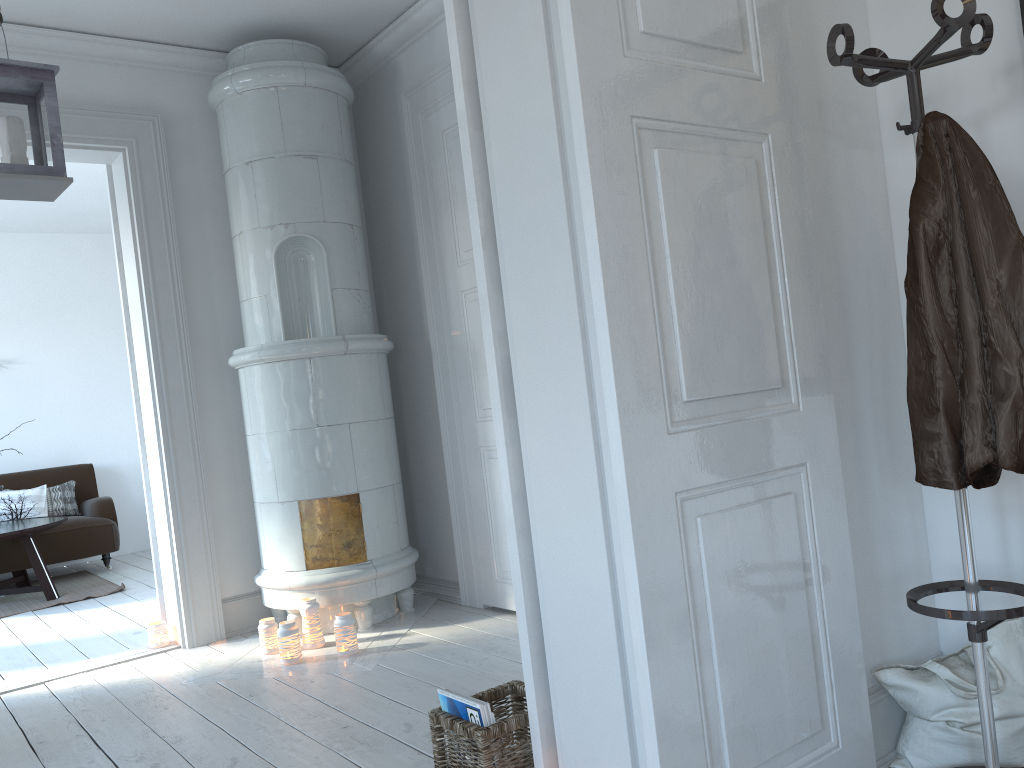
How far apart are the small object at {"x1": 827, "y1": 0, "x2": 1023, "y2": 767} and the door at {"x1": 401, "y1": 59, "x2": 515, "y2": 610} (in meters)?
2.24

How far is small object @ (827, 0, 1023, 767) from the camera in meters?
1.7 m

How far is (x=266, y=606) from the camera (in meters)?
4.09

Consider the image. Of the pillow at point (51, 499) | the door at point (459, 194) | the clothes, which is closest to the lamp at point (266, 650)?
the door at point (459, 194)

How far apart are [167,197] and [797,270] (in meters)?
3.22

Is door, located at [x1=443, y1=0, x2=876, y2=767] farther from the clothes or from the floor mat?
the floor mat

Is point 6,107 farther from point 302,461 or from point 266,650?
point 266,650

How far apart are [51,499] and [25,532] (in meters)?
1.42

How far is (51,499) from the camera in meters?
7.0

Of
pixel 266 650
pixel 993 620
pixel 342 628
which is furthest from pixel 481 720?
pixel 266 650
